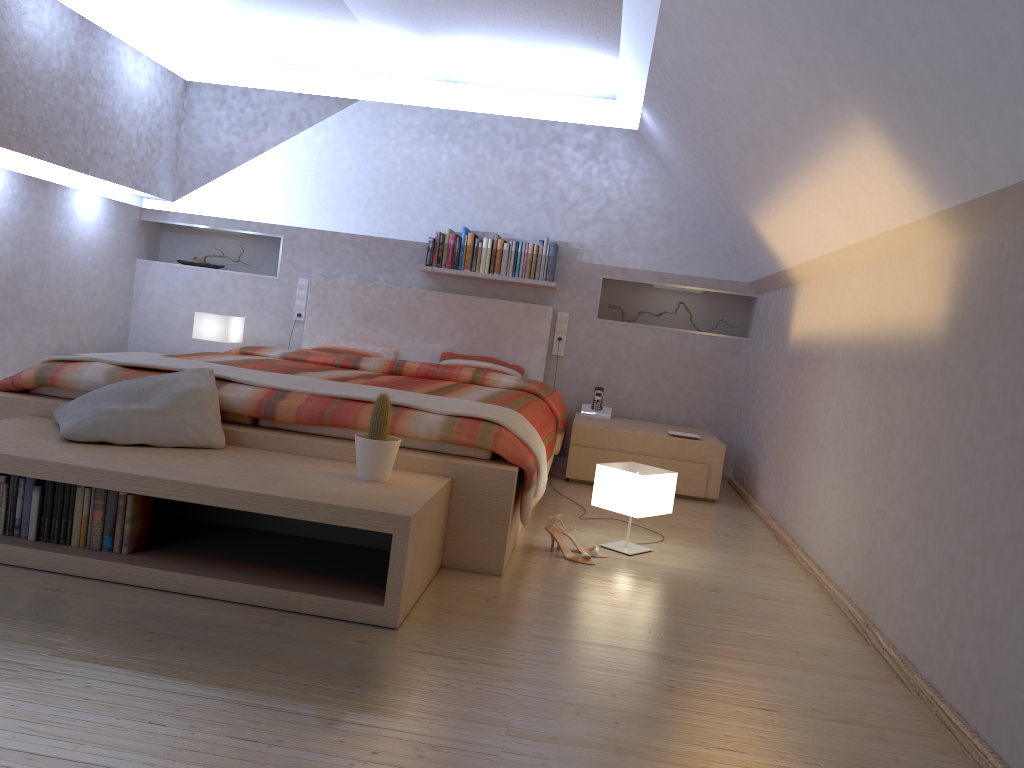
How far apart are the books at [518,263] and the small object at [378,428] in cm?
306

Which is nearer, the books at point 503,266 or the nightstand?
the nightstand

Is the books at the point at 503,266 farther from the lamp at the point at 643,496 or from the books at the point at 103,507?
the books at the point at 103,507

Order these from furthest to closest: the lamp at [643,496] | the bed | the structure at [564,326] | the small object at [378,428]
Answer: the structure at [564,326], the lamp at [643,496], the bed, the small object at [378,428]

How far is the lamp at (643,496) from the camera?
3.4m

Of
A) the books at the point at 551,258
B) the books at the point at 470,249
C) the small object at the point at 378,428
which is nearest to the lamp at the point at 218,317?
the books at the point at 470,249

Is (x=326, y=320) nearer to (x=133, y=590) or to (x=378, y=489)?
(x=378, y=489)

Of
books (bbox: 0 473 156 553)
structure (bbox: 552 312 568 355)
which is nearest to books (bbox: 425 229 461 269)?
structure (bbox: 552 312 568 355)

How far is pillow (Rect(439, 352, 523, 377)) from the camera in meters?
5.6

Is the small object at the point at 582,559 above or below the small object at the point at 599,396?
below
